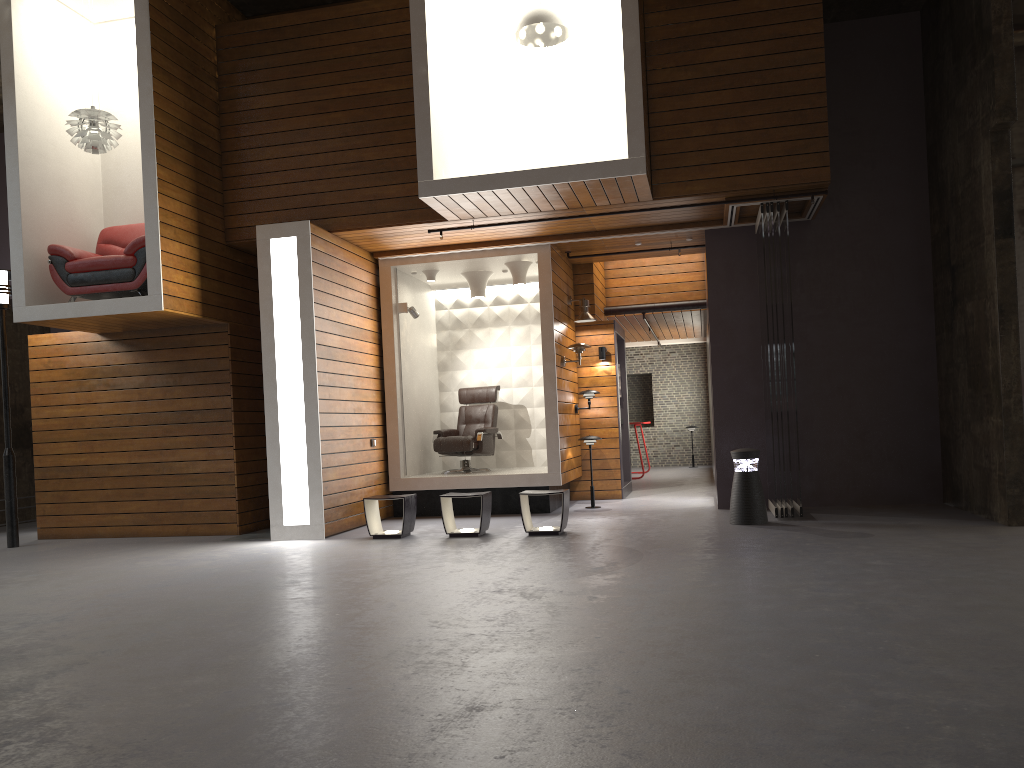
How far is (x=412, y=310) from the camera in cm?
1036

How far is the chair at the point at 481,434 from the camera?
10.7 meters

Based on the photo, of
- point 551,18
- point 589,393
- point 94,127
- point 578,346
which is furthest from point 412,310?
point 94,127

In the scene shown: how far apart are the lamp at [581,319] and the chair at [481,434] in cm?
137

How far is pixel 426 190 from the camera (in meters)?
7.92

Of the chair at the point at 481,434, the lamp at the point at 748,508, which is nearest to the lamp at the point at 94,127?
the chair at the point at 481,434

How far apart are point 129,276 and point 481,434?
Result: 4.29m

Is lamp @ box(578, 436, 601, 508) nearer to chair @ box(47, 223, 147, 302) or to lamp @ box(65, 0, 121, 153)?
chair @ box(47, 223, 147, 302)

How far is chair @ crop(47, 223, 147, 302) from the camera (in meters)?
8.44

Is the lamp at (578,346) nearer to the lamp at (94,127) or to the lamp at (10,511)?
the lamp at (94,127)
